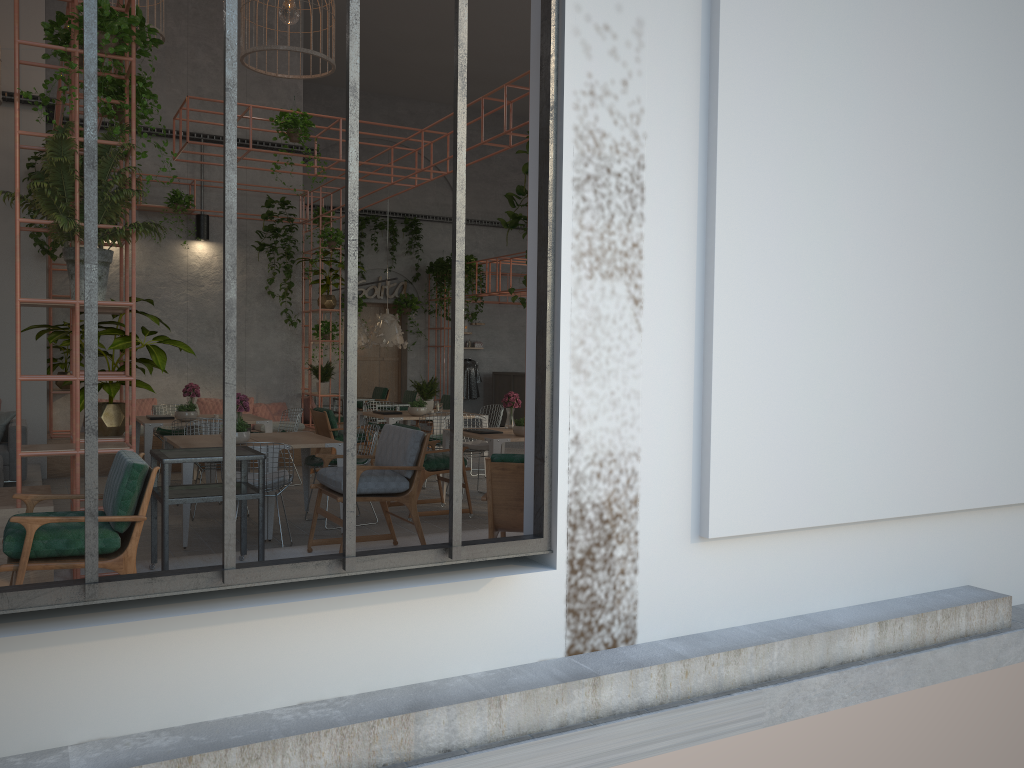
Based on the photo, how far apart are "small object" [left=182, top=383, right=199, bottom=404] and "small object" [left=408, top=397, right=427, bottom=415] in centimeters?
261cm

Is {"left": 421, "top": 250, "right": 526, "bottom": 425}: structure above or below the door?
above

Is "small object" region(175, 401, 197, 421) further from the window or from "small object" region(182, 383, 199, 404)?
the window

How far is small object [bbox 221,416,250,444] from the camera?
7.57m

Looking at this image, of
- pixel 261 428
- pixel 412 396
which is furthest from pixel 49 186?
pixel 412 396

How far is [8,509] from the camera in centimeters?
496cm

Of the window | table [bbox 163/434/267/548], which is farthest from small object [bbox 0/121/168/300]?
table [bbox 163/434/267/548]

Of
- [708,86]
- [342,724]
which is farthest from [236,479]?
[708,86]

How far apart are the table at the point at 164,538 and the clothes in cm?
1425

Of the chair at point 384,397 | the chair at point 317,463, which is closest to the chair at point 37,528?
the chair at point 317,463
